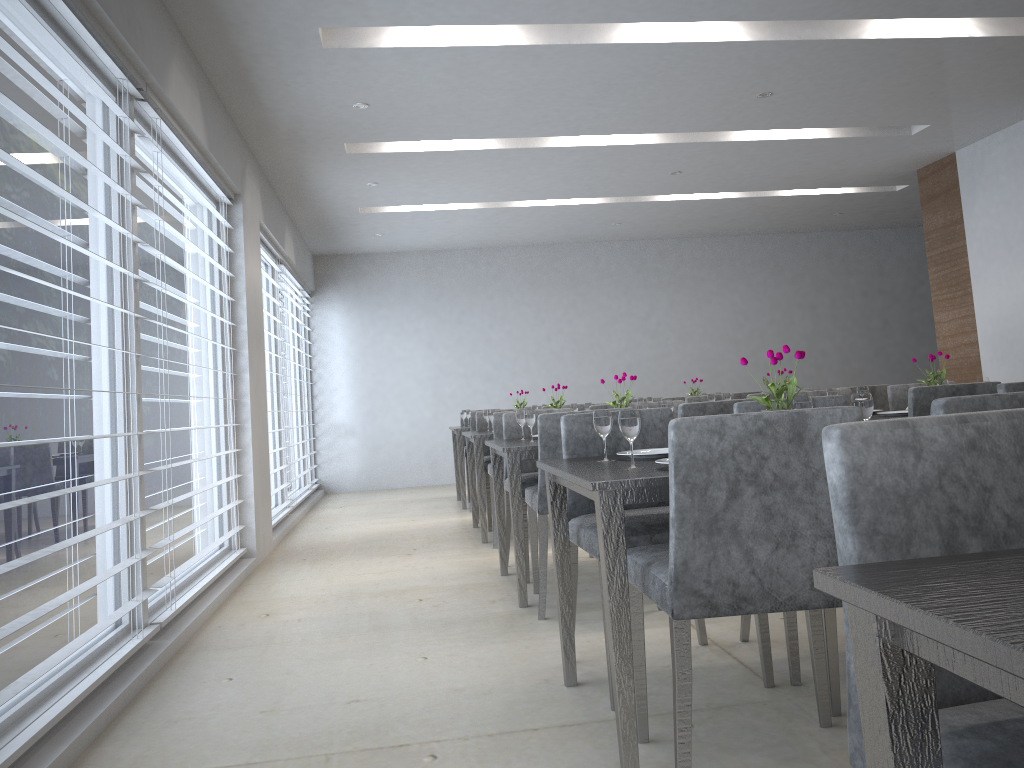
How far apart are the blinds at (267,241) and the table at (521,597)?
2.4 meters

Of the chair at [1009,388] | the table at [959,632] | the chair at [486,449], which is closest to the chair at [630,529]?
the chair at [1009,388]

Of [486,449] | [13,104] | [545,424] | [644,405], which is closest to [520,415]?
[644,405]

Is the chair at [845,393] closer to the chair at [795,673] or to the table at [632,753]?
the chair at [795,673]

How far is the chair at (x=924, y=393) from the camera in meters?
3.6

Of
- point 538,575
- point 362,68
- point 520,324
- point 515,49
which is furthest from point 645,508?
point 520,324

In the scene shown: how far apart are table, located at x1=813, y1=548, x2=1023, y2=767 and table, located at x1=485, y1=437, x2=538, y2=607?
2.7 meters

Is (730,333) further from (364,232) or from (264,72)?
(264,72)

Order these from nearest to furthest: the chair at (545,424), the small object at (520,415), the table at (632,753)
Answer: the table at (632,753), the chair at (545,424), the small object at (520,415)

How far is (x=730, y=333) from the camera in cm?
985
